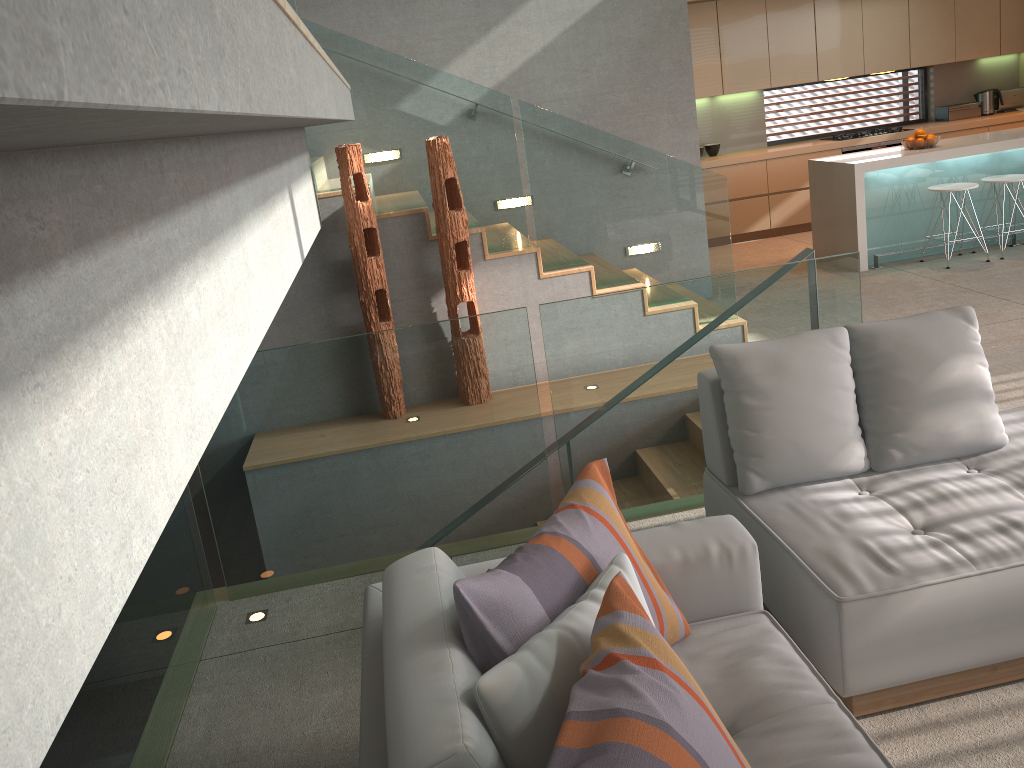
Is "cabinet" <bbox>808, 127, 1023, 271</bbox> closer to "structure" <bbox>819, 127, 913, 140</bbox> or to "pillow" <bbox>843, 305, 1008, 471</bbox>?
"structure" <bbox>819, 127, 913, 140</bbox>

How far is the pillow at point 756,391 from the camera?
2.9m

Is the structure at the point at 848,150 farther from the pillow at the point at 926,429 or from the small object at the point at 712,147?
the pillow at the point at 926,429

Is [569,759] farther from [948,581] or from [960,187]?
[960,187]

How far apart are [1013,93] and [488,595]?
10.4 meters

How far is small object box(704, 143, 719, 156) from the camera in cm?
930

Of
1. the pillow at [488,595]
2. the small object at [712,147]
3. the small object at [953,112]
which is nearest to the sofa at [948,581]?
the pillow at [488,595]

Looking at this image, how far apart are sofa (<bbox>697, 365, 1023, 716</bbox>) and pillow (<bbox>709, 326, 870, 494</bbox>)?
0.0 meters

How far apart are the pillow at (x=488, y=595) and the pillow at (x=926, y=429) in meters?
1.1 m

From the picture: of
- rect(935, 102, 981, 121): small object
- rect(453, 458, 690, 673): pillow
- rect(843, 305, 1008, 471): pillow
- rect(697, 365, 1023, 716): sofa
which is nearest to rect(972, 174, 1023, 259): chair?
rect(935, 102, 981, 121): small object
